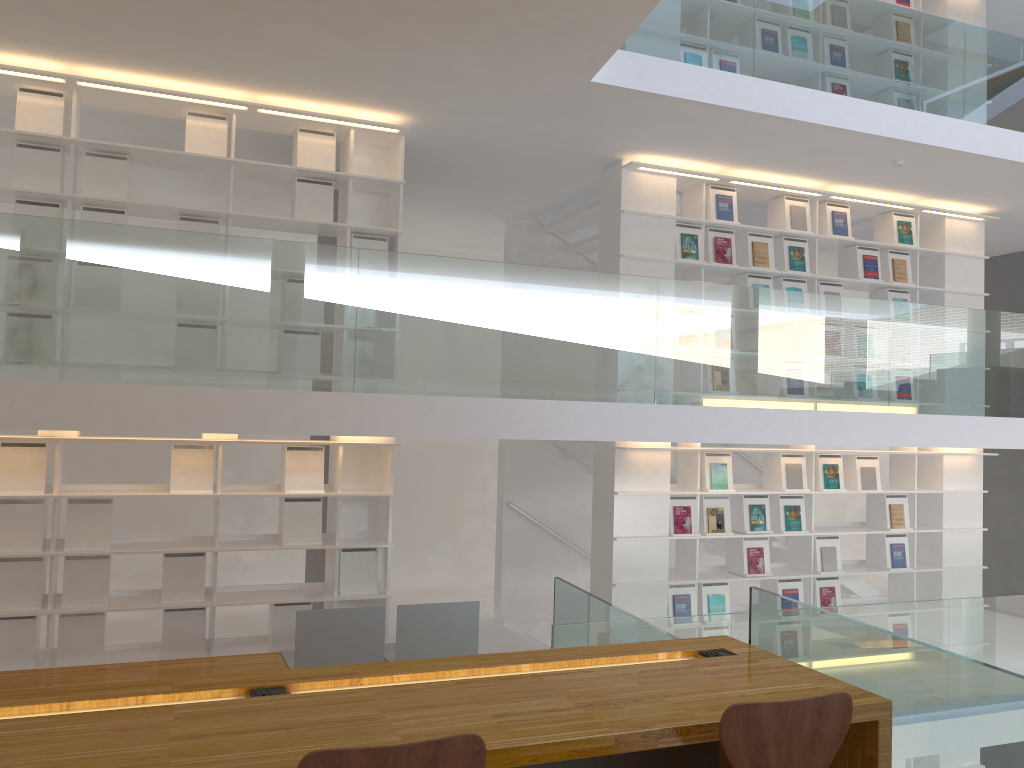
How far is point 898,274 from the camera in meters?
7.5

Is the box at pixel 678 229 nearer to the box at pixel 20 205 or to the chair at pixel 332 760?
the box at pixel 20 205

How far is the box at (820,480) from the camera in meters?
7.1 m

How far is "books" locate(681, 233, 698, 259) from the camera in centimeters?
670cm

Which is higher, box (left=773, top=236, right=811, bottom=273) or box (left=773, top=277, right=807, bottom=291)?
box (left=773, top=236, right=811, bottom=273)

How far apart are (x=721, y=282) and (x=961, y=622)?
4.4m

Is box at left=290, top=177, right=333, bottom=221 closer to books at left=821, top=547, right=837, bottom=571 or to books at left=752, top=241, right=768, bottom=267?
books at left=752, top=241, right=768, bottom=267

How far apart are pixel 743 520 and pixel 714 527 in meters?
0.3

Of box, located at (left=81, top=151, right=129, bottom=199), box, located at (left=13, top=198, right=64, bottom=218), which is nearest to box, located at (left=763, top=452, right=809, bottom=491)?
box, located at (left=81, top=151, right=129, bottom=199)

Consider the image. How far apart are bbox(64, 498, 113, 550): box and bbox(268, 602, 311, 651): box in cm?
105
